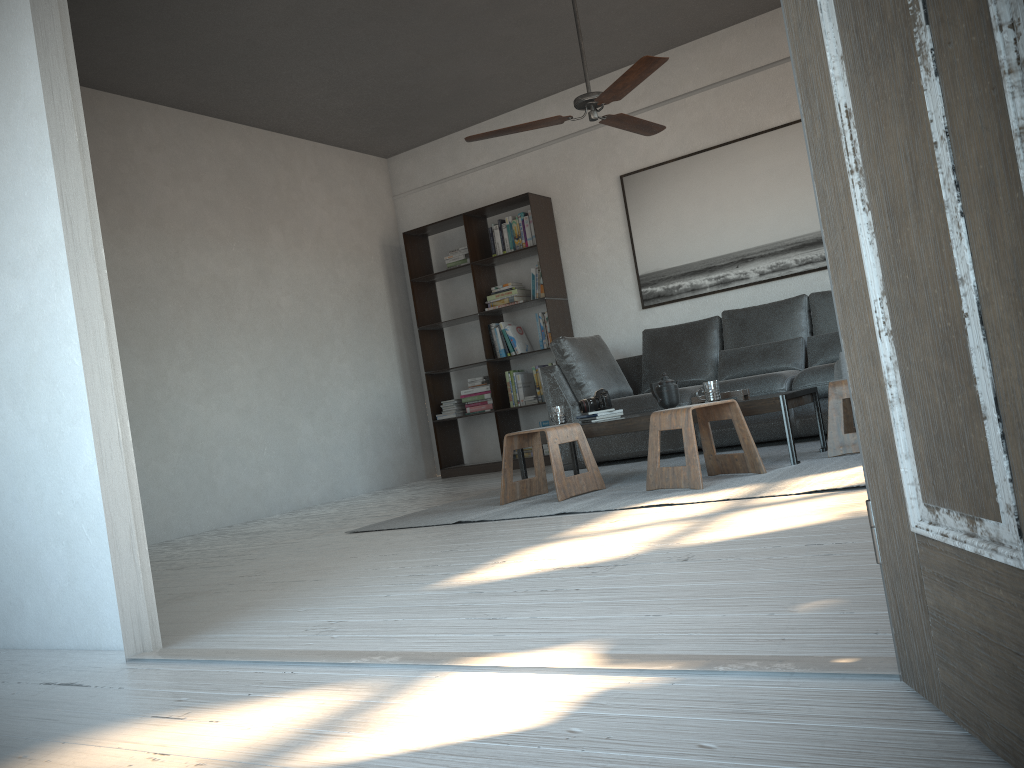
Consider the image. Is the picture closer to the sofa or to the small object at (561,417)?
the sofa

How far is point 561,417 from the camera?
4.8m

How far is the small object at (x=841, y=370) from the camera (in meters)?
4.86

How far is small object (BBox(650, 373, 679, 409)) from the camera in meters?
4.5 m

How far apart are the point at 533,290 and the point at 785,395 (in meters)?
3.27

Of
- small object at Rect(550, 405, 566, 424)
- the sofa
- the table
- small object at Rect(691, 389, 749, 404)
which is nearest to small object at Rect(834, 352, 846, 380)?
the sofa

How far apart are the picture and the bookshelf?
0.64m

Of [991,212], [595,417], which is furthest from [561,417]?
[991,212]

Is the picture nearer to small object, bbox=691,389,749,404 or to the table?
the table

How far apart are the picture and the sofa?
0.4m
